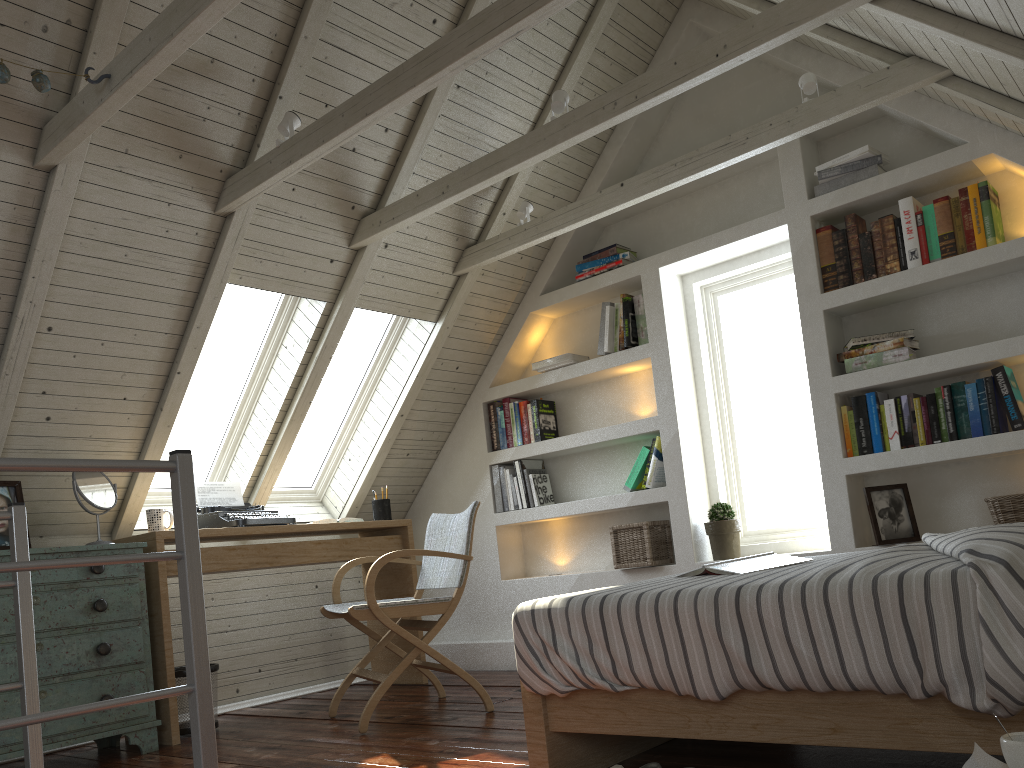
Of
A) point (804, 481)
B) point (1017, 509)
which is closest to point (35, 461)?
point (1017, 509)

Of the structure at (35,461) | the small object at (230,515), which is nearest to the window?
the small object at (230,515)

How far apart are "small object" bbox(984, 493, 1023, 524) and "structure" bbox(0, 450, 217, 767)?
2.6m

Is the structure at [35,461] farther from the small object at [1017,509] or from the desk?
the small object at [1017,509]

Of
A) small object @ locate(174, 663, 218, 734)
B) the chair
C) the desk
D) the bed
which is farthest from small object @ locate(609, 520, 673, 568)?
small object @ locate(174, 663, 218, 734)

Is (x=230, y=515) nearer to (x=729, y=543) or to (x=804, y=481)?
(x=729, y=543)

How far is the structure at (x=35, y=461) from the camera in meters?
1.5 m

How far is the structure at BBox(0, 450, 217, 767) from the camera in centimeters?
147cm

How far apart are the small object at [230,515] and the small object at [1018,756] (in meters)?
3.00

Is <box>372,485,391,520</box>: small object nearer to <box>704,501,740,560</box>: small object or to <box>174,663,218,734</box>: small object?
<box>174,663,218,734</box>: small object
